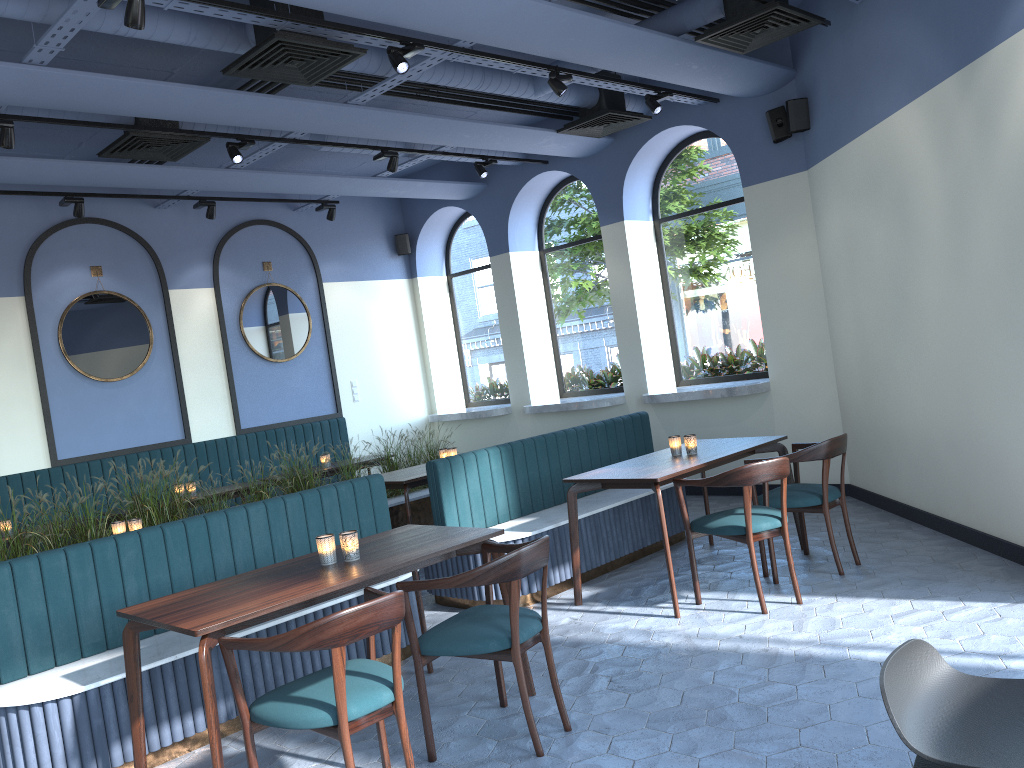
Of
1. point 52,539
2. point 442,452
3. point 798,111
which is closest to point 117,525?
point 52,539

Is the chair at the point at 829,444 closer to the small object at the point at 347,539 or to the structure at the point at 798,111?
the small object at the point at 347,539

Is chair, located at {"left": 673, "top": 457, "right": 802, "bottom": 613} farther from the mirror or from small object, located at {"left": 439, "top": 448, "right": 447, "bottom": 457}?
the mirror

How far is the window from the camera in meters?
8.3 m

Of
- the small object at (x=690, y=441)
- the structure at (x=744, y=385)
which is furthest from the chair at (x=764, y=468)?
the structure at (x=744, y=385)

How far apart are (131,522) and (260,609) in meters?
2.6 m

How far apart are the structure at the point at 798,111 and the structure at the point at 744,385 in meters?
2.0 m

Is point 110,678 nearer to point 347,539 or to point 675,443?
point 347,539

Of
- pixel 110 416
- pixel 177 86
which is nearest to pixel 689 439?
pixel 177 86

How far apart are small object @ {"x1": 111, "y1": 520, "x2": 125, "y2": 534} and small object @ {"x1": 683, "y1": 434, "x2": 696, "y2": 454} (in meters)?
3.47
